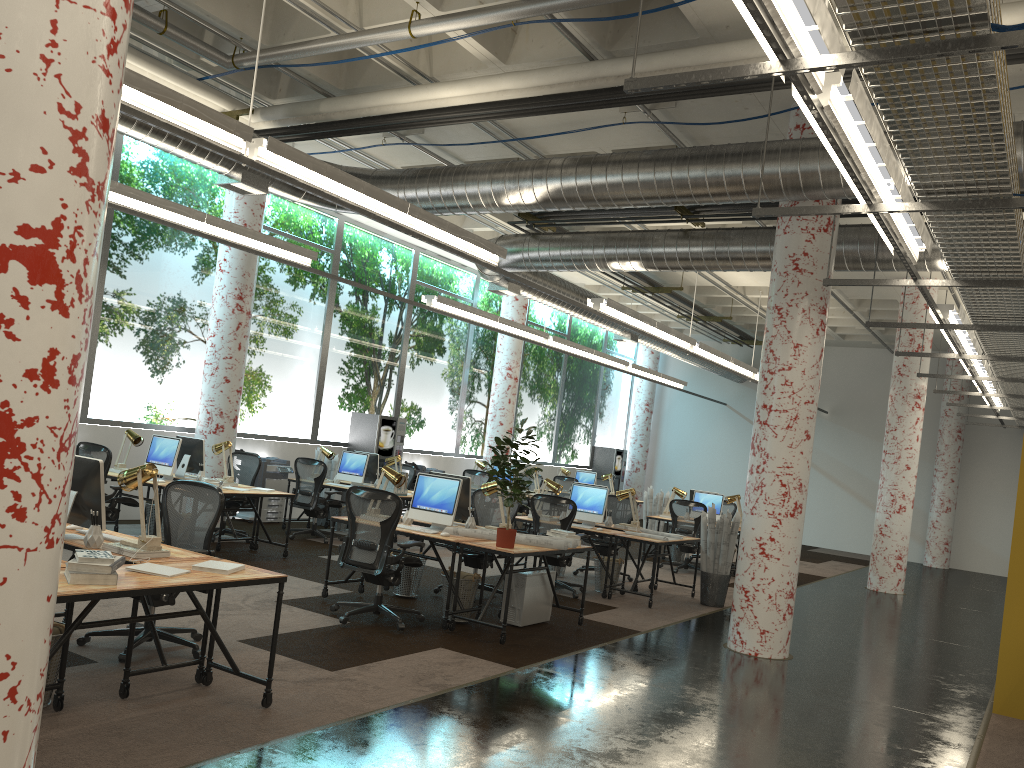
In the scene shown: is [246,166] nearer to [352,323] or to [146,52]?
[146,52]

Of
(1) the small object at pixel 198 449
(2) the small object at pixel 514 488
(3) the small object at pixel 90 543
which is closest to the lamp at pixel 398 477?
(2) the small object at pixel 514 488

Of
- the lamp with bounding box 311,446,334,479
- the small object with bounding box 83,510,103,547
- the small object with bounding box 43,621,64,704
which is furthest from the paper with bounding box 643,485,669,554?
the small object with bounding box 43,621,64,704

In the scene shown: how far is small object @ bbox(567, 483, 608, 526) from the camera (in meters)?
10.34

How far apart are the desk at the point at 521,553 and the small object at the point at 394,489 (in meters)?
3.32

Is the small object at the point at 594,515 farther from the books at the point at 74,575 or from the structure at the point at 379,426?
the books at the point at 74,575

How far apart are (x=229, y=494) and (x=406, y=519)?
2.3 meters

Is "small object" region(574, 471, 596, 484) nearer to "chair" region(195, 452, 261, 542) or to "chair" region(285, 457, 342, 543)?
"chair" region(285, 457, 342, 543)

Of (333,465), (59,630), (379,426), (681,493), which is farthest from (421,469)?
(59,630)

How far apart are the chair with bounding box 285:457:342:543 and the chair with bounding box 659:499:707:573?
4.91m
